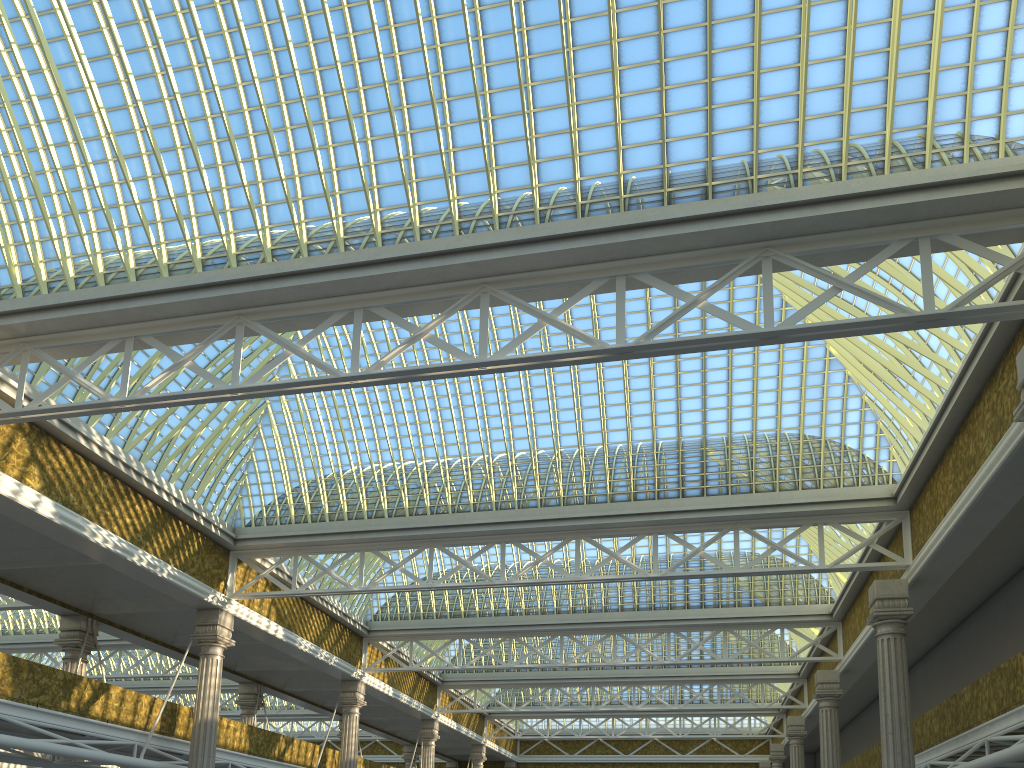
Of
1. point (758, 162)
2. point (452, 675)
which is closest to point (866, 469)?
point (758, 162)

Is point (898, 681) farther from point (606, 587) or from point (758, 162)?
point (606, 587)
